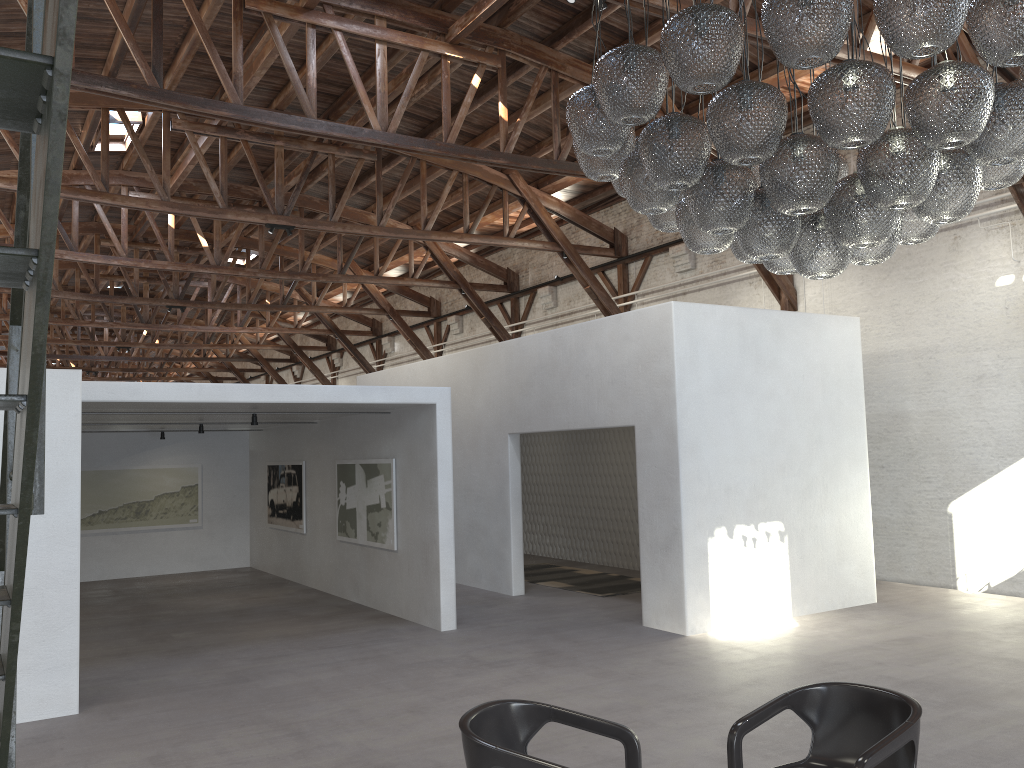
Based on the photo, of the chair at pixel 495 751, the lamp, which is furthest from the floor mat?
the chair at pixel 495 751

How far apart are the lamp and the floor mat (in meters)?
6.62

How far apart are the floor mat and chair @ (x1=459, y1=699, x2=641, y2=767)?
7.5m

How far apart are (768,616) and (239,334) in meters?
21.4 m

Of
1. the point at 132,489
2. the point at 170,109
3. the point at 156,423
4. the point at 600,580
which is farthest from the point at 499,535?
the point at 132,489

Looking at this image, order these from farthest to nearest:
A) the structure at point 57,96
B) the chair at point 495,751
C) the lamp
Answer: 1. the lamp
2. the chair at point 495,751
3. the structure at point 57,96

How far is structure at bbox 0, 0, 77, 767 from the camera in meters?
1.1

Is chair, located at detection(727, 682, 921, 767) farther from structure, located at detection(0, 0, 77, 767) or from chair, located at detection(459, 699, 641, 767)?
structure, located at detection(0, 0, 77, 767)

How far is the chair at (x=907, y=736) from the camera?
3.3m

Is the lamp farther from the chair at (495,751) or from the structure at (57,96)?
the structure at (57,96)
